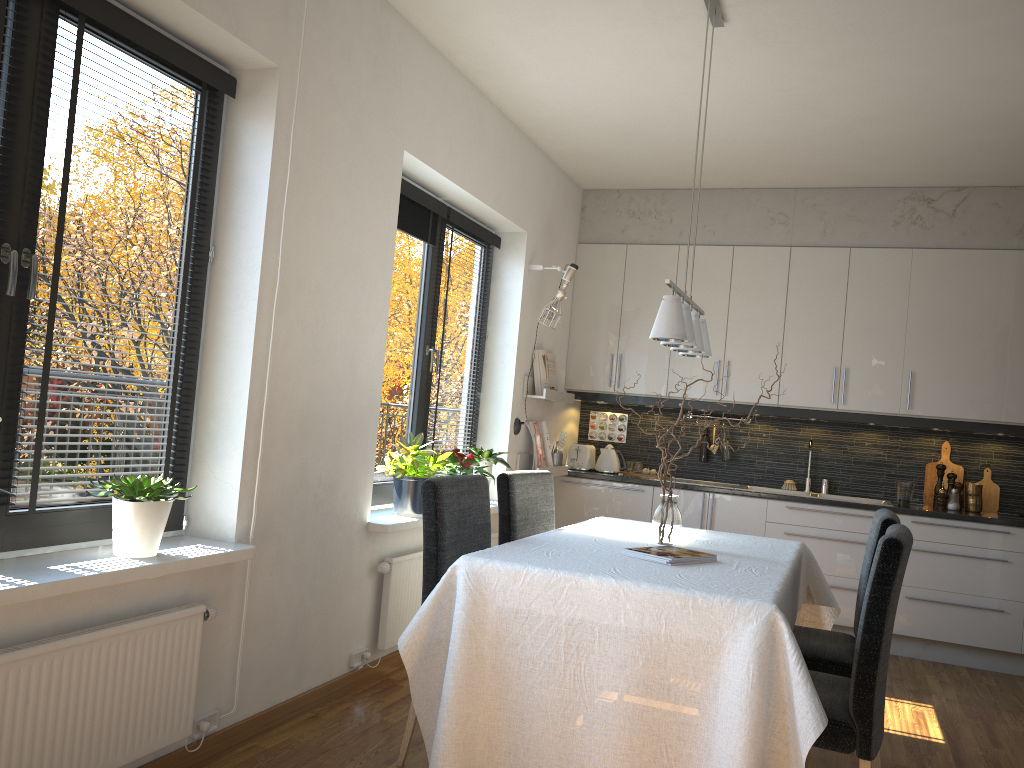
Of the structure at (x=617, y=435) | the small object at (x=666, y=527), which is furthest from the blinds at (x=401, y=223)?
the structure at (x=617, y=435)

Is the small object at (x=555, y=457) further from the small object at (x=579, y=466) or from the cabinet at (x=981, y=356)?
the cabinet at (x=981, y=356)

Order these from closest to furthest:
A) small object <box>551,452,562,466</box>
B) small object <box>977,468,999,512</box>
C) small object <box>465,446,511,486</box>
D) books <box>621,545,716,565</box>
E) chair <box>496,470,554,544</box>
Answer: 1. books <box>621,545,716,565</box>
2. chair <box>496,470,554,544</box>
3. small object <box>465,446,511,486</box>
4. small object <box>977,468,999,512</box>
5. small object <box>551,452,562,466</box>

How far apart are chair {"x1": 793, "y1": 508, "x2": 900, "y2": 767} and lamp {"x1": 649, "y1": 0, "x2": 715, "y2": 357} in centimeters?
85cm

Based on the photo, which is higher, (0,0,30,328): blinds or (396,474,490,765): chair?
(0,0,30,328): blinds

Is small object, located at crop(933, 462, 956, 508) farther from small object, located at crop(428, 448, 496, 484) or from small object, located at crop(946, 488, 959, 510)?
small object, located at crop(428, 448, 496, 484)

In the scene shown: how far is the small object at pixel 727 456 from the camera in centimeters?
600cm

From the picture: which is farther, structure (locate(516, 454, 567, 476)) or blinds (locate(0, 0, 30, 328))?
structure (locate(516, 454, 567, 476))

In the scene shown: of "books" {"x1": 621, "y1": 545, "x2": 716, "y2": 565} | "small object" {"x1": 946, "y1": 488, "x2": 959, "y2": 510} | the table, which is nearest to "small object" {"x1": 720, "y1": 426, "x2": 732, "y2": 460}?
"small object" {"x1": 946, "y1": 488, "x2": 959, "y2": 510}

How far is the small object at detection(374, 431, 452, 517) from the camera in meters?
4.0
